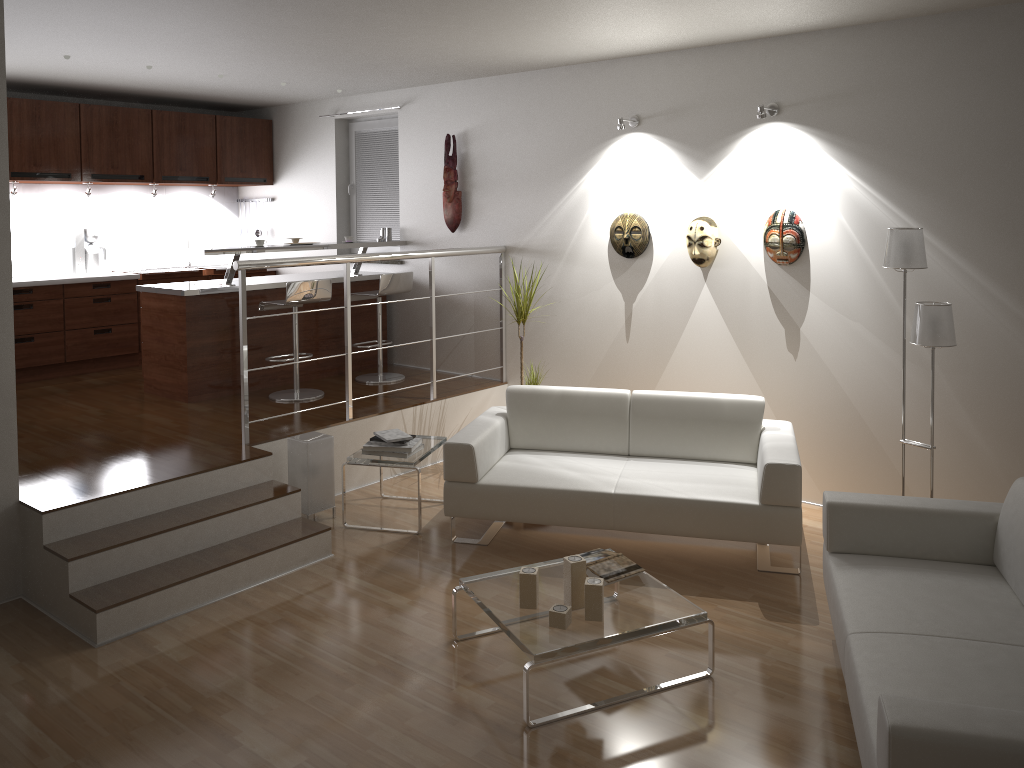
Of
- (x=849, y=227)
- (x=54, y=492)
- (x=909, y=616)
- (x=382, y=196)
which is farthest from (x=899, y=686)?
(x=382, y=196)

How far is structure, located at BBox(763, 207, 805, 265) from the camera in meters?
5.1

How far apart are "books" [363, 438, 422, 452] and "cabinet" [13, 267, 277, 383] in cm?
353

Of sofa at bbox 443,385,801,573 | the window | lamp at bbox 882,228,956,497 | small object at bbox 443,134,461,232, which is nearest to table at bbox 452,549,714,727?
sofa at bbox 443,385,801,573

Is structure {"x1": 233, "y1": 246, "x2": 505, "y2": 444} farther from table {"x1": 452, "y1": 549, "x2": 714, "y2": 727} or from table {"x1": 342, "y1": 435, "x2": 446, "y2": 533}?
table {"x1": 452, "y1": 549, "x2": 714, "y2": 727}

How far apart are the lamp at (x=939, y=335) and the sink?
6.0m

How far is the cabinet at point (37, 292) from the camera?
6.9m

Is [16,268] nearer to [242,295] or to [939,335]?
[242,295]

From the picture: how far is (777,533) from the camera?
4.3 meters

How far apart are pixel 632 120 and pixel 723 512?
2.7 meters
